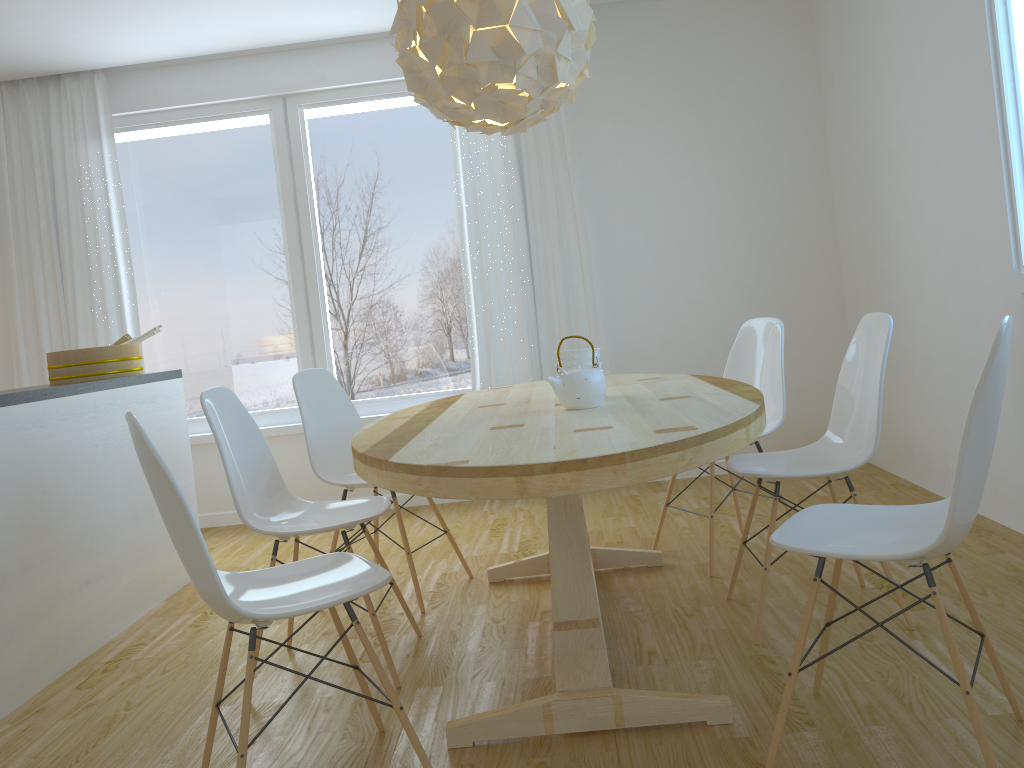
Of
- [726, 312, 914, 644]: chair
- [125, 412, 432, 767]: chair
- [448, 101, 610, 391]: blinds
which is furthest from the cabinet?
[726, 312, 914, 644]: chair

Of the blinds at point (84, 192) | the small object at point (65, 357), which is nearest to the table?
the small object at point (65, 357)

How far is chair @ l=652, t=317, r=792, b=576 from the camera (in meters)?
3.40

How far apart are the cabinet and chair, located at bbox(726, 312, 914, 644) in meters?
2.3 m

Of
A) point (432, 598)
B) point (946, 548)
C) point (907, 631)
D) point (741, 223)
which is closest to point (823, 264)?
point (741, 223)

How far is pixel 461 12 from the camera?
2.4 meters

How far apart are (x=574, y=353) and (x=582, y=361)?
0.0 meters

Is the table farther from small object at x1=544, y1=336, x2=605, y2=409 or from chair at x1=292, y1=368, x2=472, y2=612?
chair at x1=292, y1=368, x2=472, y2=612

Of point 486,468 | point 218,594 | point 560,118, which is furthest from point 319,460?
point 560,118

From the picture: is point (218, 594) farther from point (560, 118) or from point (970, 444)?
point (560, 118)
